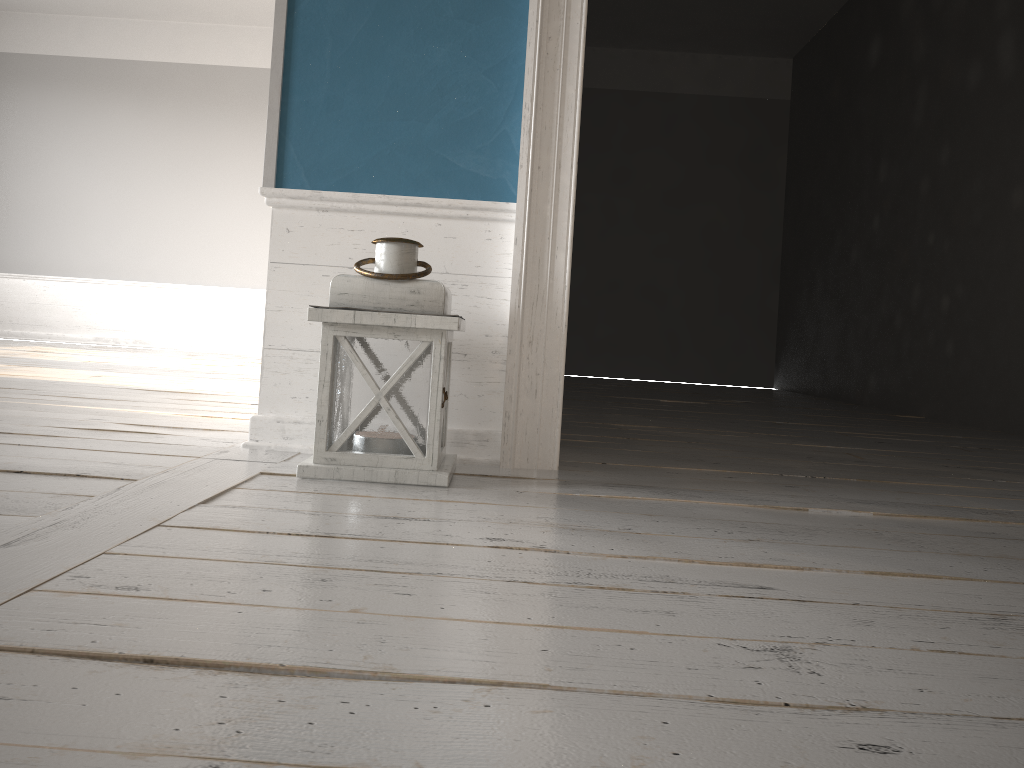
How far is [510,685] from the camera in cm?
76

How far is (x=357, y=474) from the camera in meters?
1.7 m

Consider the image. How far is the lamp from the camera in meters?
1.7 m

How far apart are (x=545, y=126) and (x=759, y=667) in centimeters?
141cm

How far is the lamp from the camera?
1.68m
